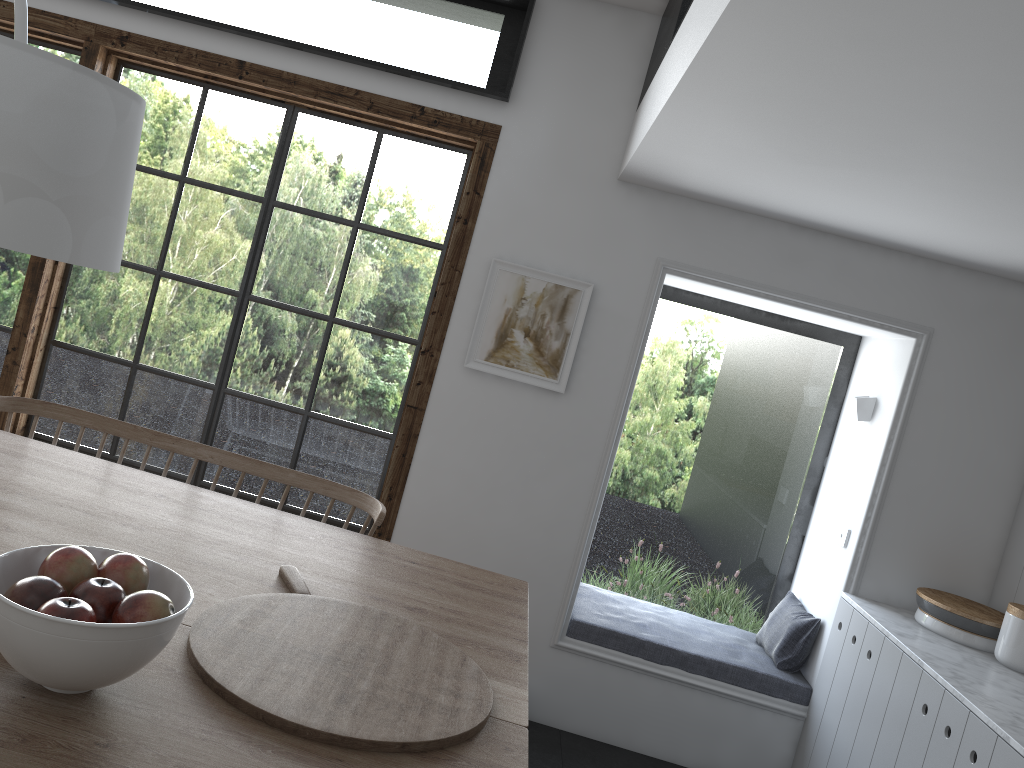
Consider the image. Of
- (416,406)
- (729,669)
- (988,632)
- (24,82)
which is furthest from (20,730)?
(988,632)

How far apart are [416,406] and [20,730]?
2.6 meters

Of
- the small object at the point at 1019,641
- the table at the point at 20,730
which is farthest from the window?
the small object at the point at 1019,641

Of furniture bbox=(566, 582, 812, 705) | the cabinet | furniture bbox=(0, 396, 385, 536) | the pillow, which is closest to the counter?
the cabinet

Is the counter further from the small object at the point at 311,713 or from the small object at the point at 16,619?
the small object at the point at 16,619

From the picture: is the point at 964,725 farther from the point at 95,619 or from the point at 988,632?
the point at 95,619

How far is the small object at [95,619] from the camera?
1.31m

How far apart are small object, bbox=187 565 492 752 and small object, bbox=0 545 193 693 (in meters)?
0.13

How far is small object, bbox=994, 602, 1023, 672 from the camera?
3.2 meters

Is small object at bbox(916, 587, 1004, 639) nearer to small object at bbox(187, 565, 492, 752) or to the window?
the window
